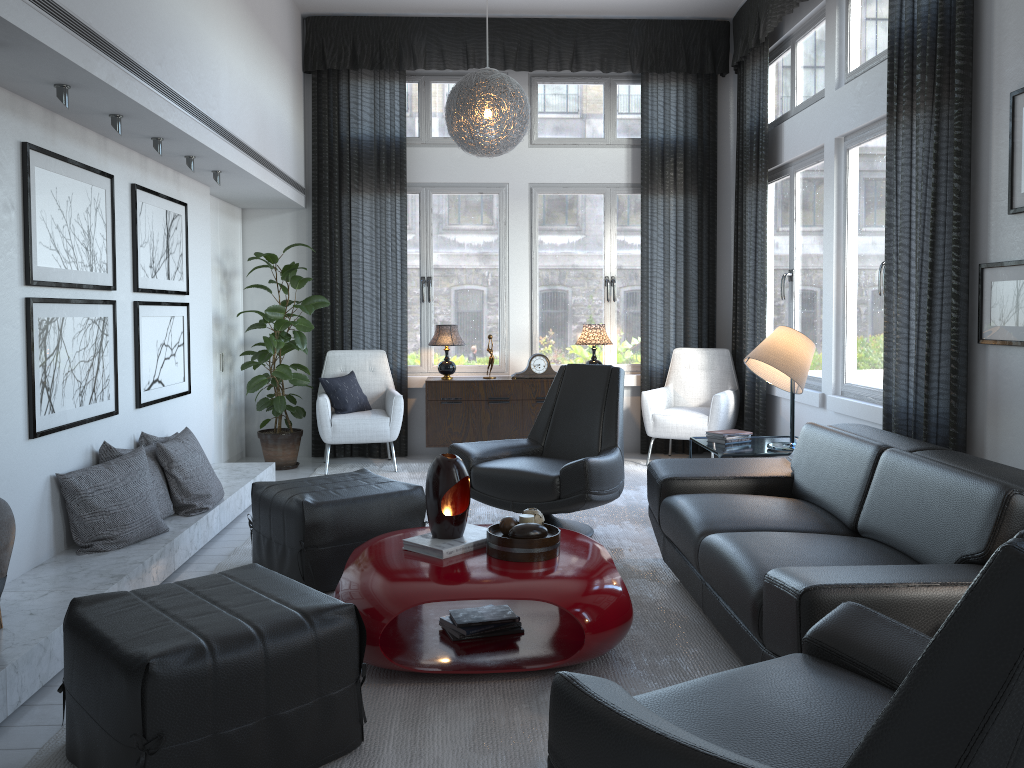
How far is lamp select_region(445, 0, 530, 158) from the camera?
5.0 meters

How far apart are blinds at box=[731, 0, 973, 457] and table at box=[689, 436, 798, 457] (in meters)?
0.55

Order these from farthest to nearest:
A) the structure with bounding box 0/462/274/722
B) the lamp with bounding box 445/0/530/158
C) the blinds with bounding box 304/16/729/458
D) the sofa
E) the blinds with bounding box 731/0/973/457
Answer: the blinds with bounding box 304/16/729/458 → the lamp with bounding box 445/0/530/158 → the blinds with bounding box 731/0/973/457 → the structure with bounding box 0/462/274/722 → the sofa

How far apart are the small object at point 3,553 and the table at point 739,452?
2.97m

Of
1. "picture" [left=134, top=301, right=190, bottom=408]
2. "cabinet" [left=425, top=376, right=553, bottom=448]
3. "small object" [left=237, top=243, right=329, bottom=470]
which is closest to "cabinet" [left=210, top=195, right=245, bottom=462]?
"small object" [left=237, top=243, right=329, bottom=470]

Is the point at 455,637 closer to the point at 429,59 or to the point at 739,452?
the point at 739,452

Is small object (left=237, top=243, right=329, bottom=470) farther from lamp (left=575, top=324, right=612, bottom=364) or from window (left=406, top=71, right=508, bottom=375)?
lamp (left=575, top=324, right=612, bottom=364)

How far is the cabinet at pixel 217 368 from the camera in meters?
6.1 m

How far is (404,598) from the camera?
2.6 meters

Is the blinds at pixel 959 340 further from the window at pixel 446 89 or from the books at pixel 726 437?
the window at pixel 446 89
